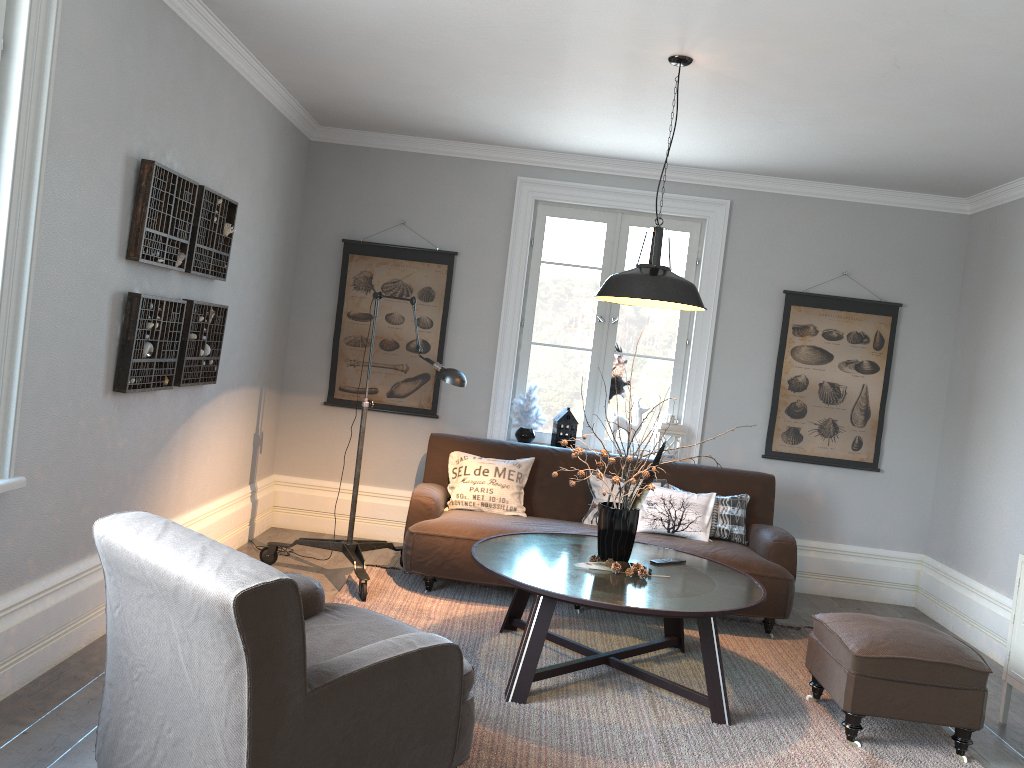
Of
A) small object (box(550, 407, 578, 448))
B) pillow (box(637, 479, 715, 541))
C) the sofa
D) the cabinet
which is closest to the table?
the sofa

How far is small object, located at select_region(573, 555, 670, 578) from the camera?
3.8m

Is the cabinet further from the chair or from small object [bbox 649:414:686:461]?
the chair

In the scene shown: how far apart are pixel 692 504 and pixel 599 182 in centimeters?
228cm

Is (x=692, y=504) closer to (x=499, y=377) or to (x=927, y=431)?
(x=499, y=377)

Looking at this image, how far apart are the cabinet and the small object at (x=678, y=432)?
2.3m

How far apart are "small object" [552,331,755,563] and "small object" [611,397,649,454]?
1.8 meters

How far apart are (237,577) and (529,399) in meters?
3.9

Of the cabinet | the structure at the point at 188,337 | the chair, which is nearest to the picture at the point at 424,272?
the structure at the point at 188,337

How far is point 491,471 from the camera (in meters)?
5.25
